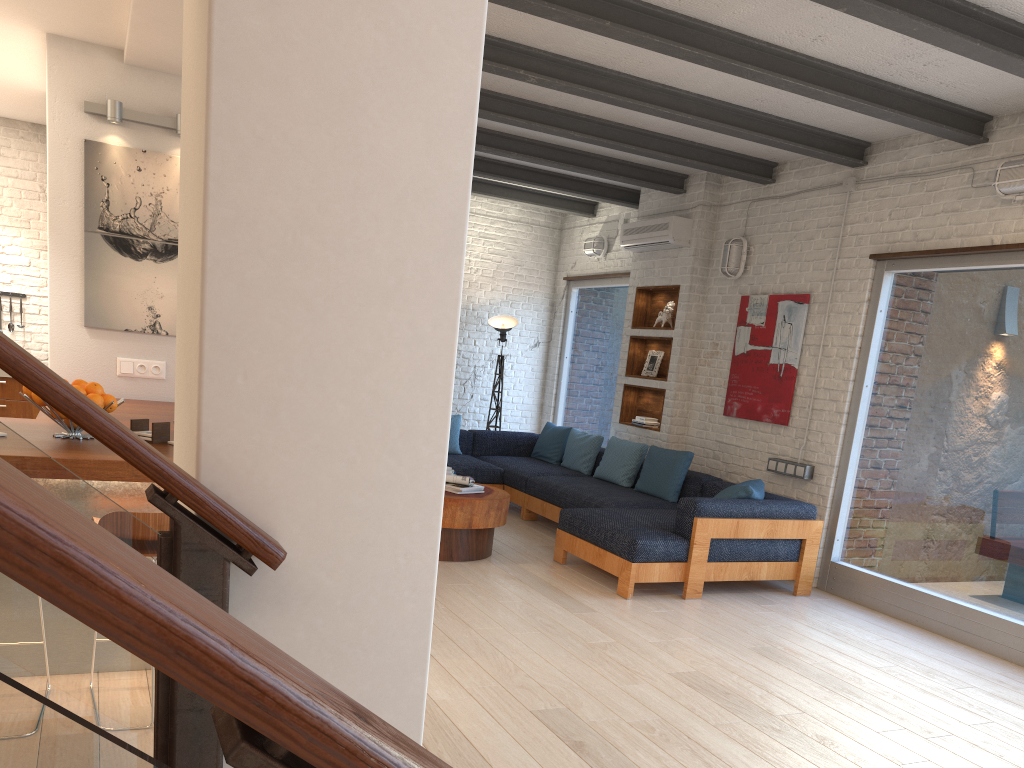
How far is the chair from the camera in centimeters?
288cm

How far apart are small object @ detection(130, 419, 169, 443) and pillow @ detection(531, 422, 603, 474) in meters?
5.0

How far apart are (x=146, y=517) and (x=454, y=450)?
5.7 meters

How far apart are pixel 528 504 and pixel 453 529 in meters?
1.9

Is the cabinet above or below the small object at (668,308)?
below

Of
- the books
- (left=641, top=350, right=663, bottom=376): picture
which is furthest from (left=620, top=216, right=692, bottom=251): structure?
the books

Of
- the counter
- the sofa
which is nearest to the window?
the sofa

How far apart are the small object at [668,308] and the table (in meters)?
2.58

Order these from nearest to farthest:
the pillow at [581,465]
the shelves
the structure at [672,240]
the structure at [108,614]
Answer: the structure at [108,614], the structure at [672,240], the shelves, the pillow at [581,465]

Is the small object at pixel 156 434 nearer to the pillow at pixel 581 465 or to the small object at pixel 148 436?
the small object at pixel 148 436
